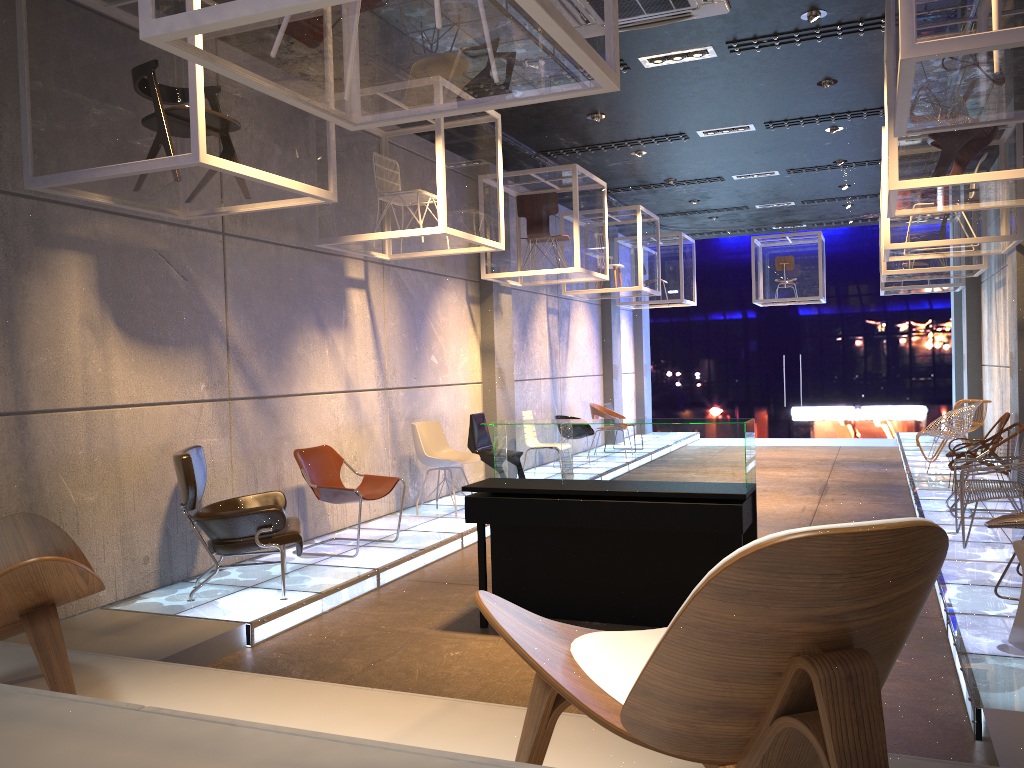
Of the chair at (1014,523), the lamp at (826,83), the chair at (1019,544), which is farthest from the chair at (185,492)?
the lamp at (826,83)

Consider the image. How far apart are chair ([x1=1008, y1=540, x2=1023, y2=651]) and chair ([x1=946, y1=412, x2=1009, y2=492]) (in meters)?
5.12

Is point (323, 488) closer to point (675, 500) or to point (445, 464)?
point (445, 464)

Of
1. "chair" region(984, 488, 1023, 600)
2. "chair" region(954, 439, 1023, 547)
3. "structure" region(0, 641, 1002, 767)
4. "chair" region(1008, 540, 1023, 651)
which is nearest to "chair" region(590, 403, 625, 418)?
"chair" region(954, 439, 1023, 547)

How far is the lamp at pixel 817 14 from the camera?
6.4m

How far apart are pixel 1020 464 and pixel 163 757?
6.7m

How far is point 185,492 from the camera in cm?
544

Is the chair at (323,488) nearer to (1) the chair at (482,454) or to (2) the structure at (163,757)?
(1) the chair at (482,454)

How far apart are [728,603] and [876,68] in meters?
7.6

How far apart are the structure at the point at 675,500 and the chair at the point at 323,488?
1.4m
